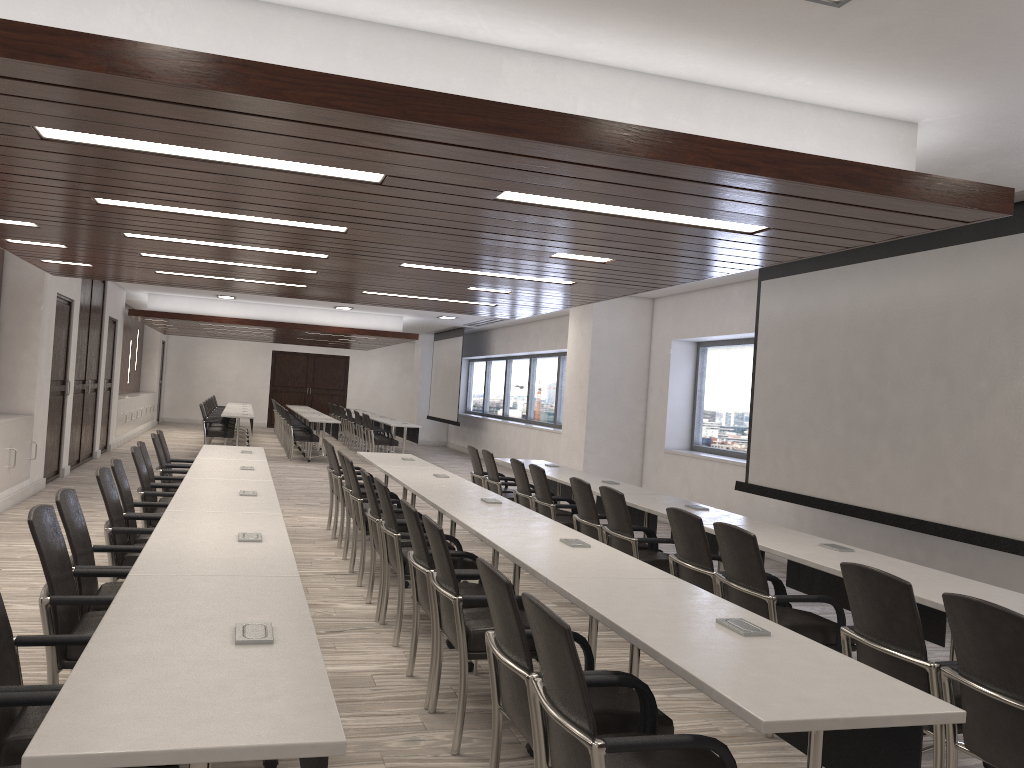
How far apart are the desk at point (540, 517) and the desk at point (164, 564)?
0.98m

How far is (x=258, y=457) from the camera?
7.8m

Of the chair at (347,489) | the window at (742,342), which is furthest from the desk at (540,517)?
the window at (742,342)

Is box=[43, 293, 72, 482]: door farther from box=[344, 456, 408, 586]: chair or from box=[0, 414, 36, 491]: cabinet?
box=[344, 456, 408, 586]: chair

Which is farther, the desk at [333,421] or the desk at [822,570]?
the desk at [333,421]

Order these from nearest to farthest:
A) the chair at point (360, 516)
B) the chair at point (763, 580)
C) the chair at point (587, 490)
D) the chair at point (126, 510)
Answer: the chair at point (763, 580) → the chair at point (126, 510) → the chair at point (587, 490) → the chair at point (360, 516)

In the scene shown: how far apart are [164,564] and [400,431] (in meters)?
15.48

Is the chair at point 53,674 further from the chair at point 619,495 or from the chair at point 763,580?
the chair at point 619,495

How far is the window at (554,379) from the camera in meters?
17.0 m

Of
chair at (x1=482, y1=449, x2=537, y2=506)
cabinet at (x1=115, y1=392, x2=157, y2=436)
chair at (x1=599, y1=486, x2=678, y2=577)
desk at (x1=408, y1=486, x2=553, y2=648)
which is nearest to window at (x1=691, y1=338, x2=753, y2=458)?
chair at (x1=482, y1=449, x2=537, y2=506)
